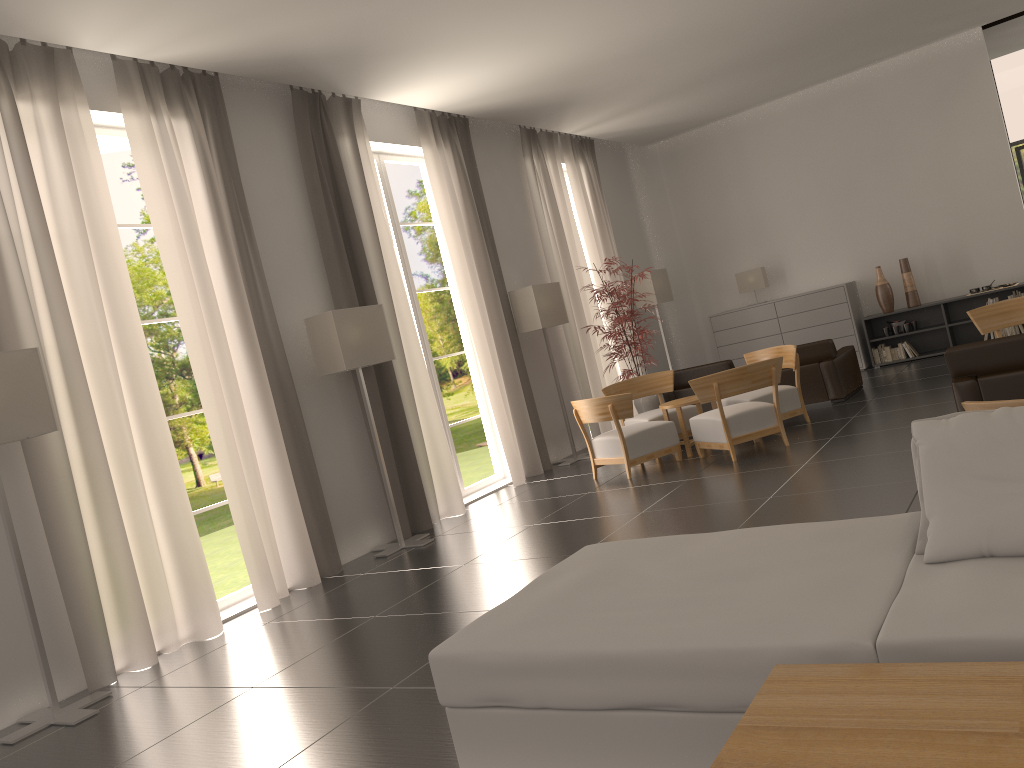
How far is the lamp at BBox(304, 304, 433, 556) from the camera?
11.1m

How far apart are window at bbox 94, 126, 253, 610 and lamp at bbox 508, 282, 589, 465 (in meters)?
6.58

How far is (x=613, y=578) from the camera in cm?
499

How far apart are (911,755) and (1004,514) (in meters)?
1.91

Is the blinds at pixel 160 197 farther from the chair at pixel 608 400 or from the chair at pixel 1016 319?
the chair at pixel 1016 319

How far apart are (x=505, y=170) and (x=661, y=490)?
7.9 meters

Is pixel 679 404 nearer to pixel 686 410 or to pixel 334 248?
pixel 686 410

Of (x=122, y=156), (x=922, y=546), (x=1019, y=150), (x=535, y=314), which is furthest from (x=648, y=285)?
(x=122, y=156)

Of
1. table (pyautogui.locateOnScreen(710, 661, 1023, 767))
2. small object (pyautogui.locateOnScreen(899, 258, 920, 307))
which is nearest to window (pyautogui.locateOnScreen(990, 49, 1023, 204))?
small object (pyautogui.locateOnScreen(899, 258, 920, 307))

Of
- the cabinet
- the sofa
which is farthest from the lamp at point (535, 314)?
the sofa
